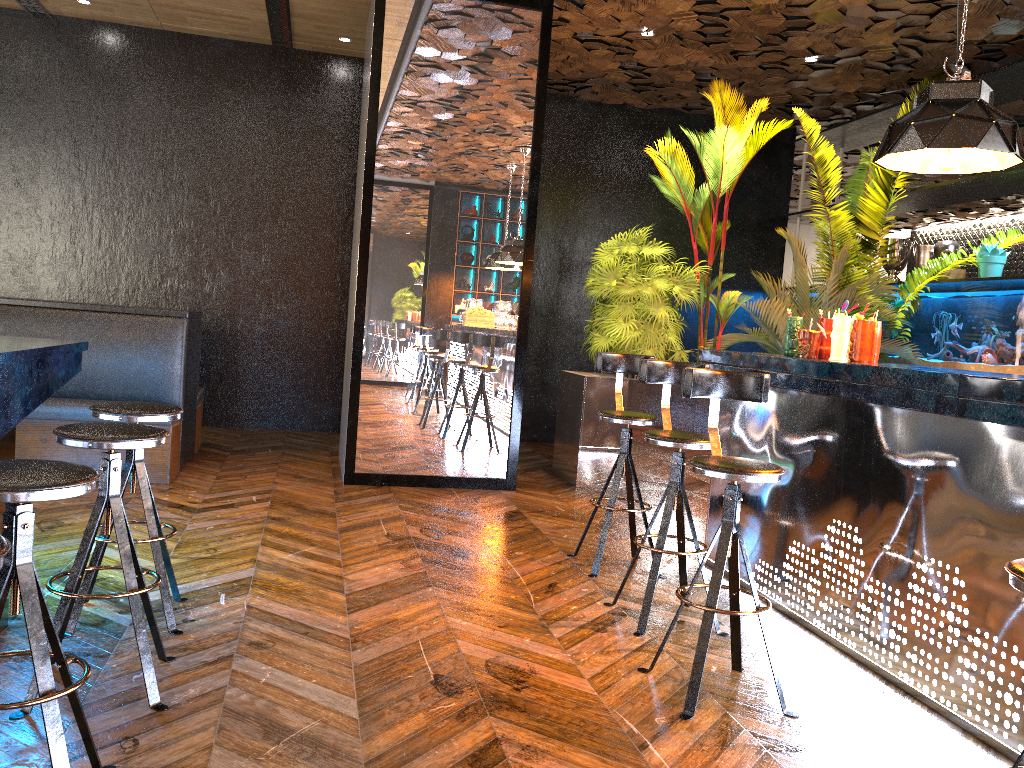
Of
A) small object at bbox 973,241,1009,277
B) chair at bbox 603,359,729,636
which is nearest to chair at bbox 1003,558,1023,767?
chair at bbox 603,359,729,636

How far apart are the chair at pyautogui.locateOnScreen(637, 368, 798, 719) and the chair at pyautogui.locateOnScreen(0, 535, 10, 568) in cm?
208

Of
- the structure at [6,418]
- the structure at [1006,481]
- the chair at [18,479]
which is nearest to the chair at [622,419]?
the structure at [1006,481]

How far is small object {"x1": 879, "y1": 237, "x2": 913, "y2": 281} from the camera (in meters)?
8.37

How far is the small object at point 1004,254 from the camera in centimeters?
696cm

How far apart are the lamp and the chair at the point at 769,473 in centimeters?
133cm

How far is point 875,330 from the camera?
4.16m

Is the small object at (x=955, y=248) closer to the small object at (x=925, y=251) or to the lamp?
the small object at (x=925, y=251)

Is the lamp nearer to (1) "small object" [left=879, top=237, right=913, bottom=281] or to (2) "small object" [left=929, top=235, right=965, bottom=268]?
(2) "small object" [left=929, top=235, right=965, bottom=268]

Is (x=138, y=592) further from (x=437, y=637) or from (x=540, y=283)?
(x=540, y=283)
